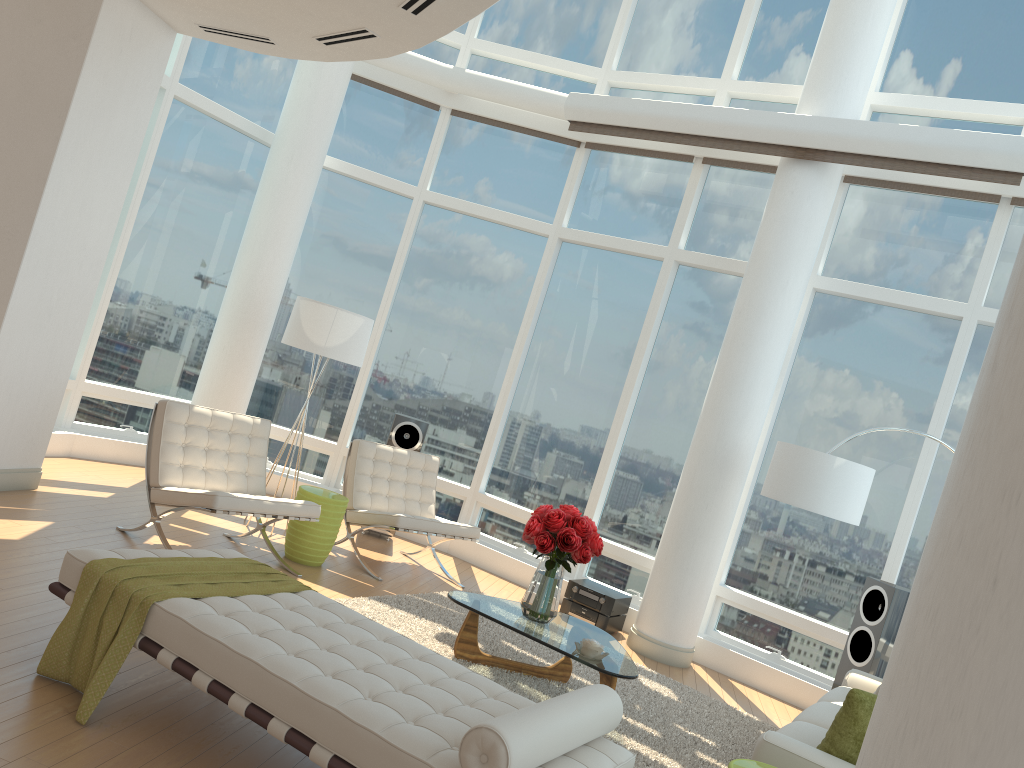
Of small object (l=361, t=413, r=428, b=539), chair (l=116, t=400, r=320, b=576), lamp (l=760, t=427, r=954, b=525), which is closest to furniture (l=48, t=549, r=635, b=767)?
chair (l=116, t=400, r=320, b=576)

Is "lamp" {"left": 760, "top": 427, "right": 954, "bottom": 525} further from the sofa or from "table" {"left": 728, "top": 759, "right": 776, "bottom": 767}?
"table" {"left": 728, "top": 759, "right": 776, "bottom": 767}

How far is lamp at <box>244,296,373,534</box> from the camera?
6.97m

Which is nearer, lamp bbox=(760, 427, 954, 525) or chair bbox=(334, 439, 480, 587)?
lamp bbox=(760, 427, 954, 525)

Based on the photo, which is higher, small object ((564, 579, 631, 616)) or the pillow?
the pillow

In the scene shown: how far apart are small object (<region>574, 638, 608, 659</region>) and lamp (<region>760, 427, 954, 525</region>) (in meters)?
1.90

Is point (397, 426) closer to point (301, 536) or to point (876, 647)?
point (301, 536)

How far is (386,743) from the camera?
2.8m

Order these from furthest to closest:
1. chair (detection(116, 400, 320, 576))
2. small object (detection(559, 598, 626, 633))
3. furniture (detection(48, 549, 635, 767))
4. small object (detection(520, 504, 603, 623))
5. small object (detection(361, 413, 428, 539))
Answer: small object (detection(361, 413, 428, 539)), small object (detection(559, 598, 626, 633)), chair (detection(116, 400, 320, 576)), small object (detection(520, 504, 603, 623)), furniture (detection(48, 549, 635, 767))

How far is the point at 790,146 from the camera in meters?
7.0
